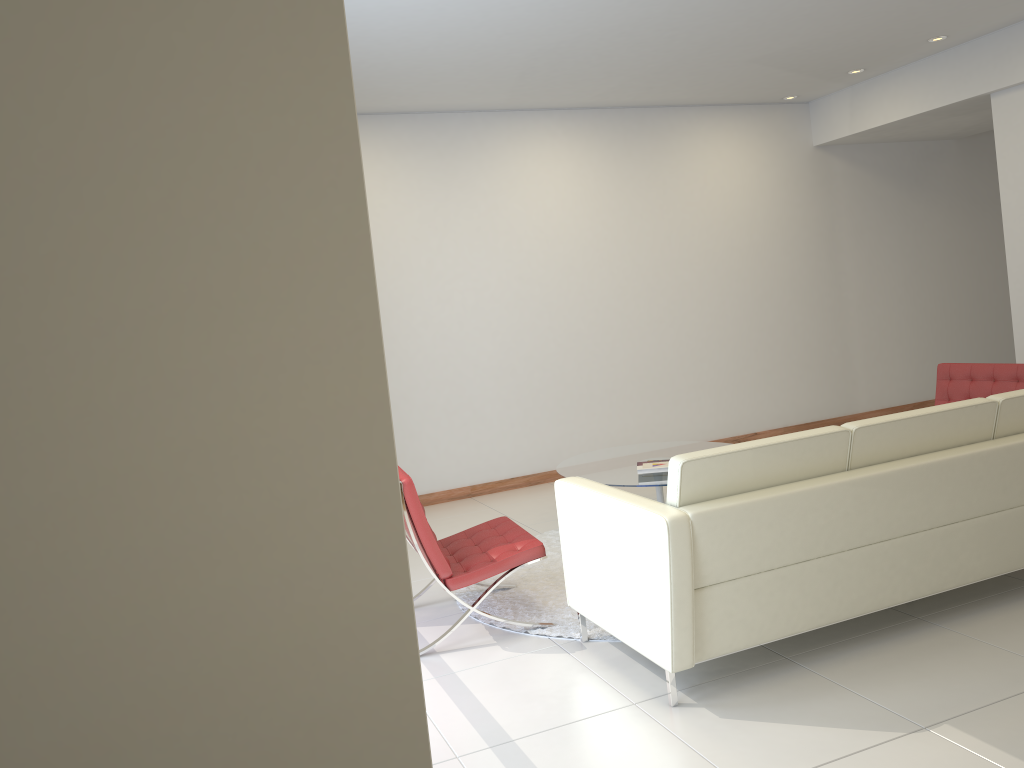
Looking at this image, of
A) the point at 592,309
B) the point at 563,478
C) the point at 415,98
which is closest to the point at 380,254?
the point at 415,98

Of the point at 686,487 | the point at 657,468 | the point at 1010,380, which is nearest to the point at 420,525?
the point at 686,487

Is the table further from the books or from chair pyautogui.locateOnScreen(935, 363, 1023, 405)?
chair pyautogui.locateOnScreen(935, 363, 1023, 405)

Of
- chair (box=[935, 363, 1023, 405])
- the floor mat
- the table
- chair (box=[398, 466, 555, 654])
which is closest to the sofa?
the floor mat

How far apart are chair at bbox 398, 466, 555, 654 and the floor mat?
0.3 meters

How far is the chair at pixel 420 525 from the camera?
4.1m

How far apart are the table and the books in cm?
4

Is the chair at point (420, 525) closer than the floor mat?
Yes

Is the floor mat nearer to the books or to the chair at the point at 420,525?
the chair at the point at 420,525

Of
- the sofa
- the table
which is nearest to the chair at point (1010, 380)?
the table
